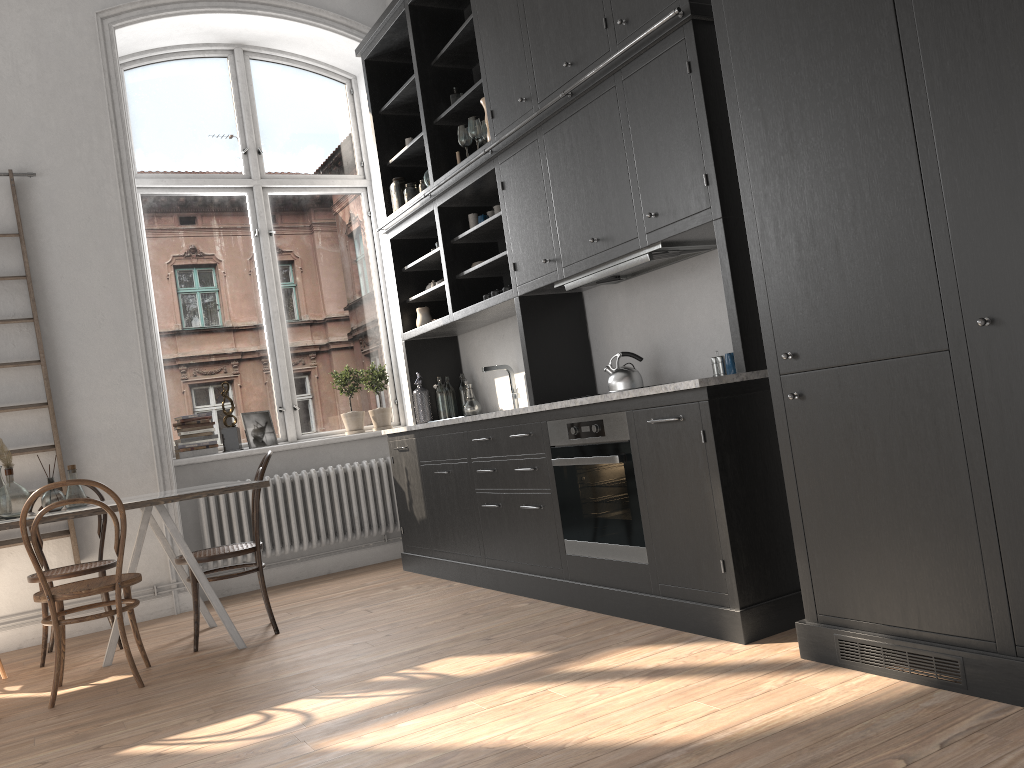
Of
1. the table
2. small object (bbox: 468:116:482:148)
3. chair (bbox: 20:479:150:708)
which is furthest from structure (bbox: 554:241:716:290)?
chair (bbox: 20:479:150:708)

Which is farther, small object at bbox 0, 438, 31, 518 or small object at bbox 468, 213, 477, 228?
small object at bbox 468, 213, 477, 228

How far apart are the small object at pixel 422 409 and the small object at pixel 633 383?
2.0 meters

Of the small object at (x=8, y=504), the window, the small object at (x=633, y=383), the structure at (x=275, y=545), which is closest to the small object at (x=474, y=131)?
the small object at (x=633, y=383)

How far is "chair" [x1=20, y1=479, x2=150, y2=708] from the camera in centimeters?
369cm

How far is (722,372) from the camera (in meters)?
3.76

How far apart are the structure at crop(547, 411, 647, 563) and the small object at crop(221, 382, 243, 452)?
2.86m

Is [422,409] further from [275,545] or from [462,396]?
[275,545]

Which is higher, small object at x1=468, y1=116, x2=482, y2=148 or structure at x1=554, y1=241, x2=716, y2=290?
small object at x1=468, y1=116, x2=482, y2=148

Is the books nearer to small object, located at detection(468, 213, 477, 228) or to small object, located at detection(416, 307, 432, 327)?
small object, located at detection(416, 307, 432, 327)
